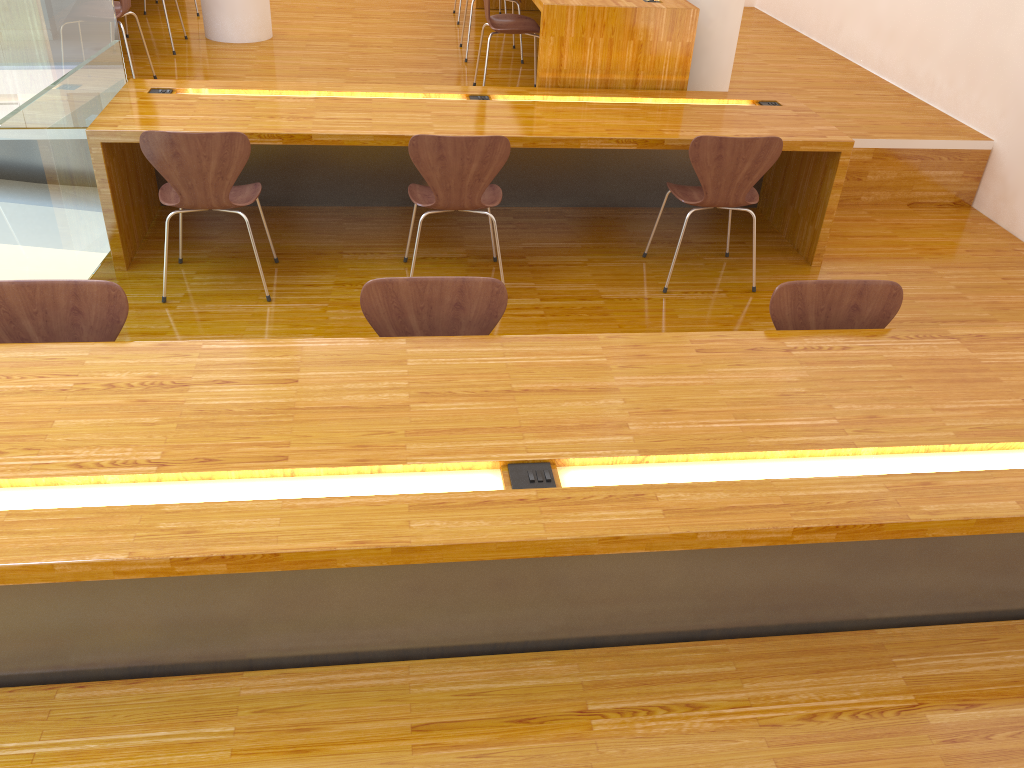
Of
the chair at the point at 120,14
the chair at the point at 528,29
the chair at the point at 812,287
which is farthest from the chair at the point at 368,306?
the chair at the point at 120,14

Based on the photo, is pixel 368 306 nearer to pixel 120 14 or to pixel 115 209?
pixel 115 209

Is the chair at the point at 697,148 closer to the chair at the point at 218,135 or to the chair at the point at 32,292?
the chair at the point at 218,135

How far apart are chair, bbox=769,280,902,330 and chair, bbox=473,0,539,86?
2.8 meters

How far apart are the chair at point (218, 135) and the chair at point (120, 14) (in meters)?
1.43

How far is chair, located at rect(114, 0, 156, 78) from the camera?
4.4m

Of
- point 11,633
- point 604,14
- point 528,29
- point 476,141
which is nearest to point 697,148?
point 476,141

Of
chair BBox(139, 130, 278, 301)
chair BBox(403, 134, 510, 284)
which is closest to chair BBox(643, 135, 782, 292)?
chair BBox(403, 134, 510, 284)

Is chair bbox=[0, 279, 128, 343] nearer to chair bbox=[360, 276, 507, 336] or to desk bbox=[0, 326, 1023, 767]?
desk bbox=[0, 326, 1023, 767]

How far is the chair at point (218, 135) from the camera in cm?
322
